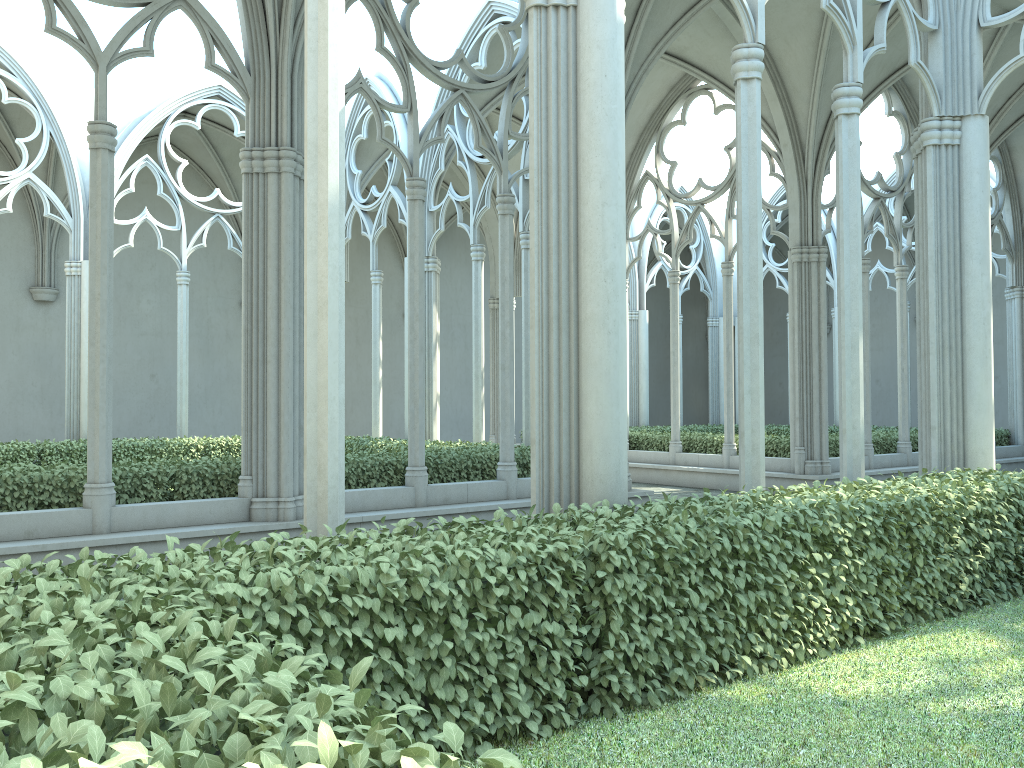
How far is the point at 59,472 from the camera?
8.2m

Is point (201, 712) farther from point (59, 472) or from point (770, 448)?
point (770, 448)

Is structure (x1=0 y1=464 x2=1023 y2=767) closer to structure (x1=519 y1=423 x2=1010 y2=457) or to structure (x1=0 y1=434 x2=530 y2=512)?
structure (x1=0 y1=434 x2=530 y2=512)

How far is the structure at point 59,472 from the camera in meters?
8.2 m

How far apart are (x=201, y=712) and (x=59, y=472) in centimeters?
745cm

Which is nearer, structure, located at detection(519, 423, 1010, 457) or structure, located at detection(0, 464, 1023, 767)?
structure, located at detection(0, 464, 1023, 767)

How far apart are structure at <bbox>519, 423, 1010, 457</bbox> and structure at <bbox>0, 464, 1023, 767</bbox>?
7.8 meters

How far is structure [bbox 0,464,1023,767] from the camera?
1.65m

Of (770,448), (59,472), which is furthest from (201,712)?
(770,448)

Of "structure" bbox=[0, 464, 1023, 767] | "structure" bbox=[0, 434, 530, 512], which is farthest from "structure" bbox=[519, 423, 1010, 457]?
"structure" bbox=[0, 464, 1023, 767]
